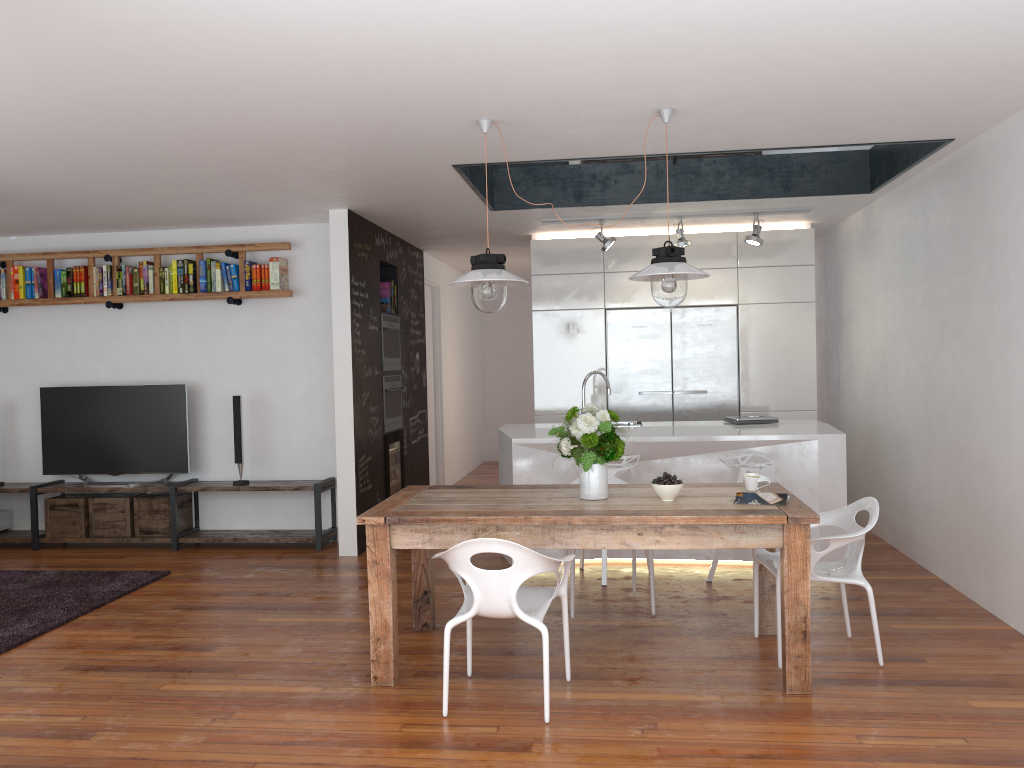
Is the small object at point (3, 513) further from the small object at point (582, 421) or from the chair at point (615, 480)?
the small object at point (582, 421)

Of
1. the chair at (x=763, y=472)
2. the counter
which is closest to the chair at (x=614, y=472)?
the counter

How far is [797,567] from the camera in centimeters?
357cm

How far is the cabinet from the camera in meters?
7.5 m

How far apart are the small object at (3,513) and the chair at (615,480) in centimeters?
516cm

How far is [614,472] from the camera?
5.5m

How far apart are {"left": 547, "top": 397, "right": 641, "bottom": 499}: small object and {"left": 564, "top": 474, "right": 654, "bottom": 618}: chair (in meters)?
0.98

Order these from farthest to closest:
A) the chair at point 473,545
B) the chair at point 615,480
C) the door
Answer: the door < the chair at point 615,480 < the chair at point 473,545

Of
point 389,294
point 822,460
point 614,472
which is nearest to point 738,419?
point 822,460

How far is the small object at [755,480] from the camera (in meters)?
4.20
